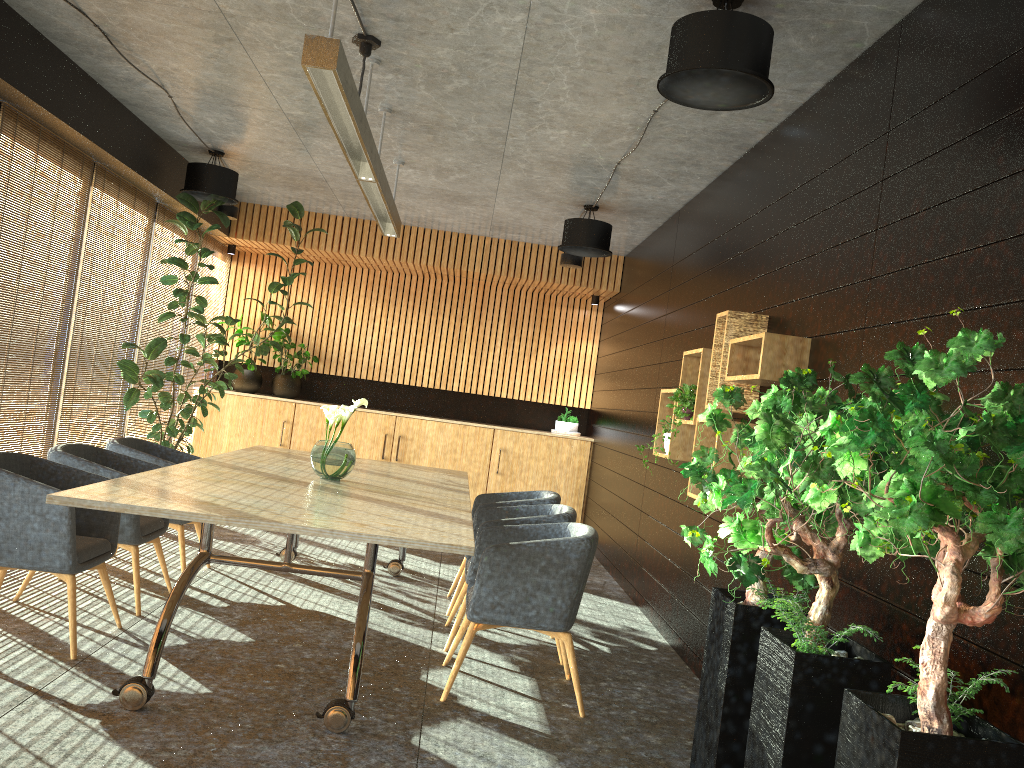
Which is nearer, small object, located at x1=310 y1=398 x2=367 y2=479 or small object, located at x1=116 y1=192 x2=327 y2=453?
small object, located at x1=310 y1=398 x2=367 y2=479

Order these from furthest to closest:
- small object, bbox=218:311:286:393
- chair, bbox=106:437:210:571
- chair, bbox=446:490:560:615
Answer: small object, bbox=218:311:286:393 → chair, bbox=446:490:560:615 → chair, bbox=106:437:210:571

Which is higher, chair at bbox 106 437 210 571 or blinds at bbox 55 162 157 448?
blinds at bbox 55 162 157 448

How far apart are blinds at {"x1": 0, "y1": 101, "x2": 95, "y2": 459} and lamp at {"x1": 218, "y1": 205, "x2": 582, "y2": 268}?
2.7 meters

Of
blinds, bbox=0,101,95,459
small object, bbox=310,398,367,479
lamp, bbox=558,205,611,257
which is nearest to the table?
small object, bbox=310,398,367,479

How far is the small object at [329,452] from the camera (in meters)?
5.61

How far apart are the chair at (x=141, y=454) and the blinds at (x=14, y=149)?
0.8m

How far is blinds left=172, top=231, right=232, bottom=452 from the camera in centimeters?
1036cm

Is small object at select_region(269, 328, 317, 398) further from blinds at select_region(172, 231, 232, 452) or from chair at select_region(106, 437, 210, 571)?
chair at select_region(106, 437, 210, 571)

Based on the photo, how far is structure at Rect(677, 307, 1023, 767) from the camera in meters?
2.2
